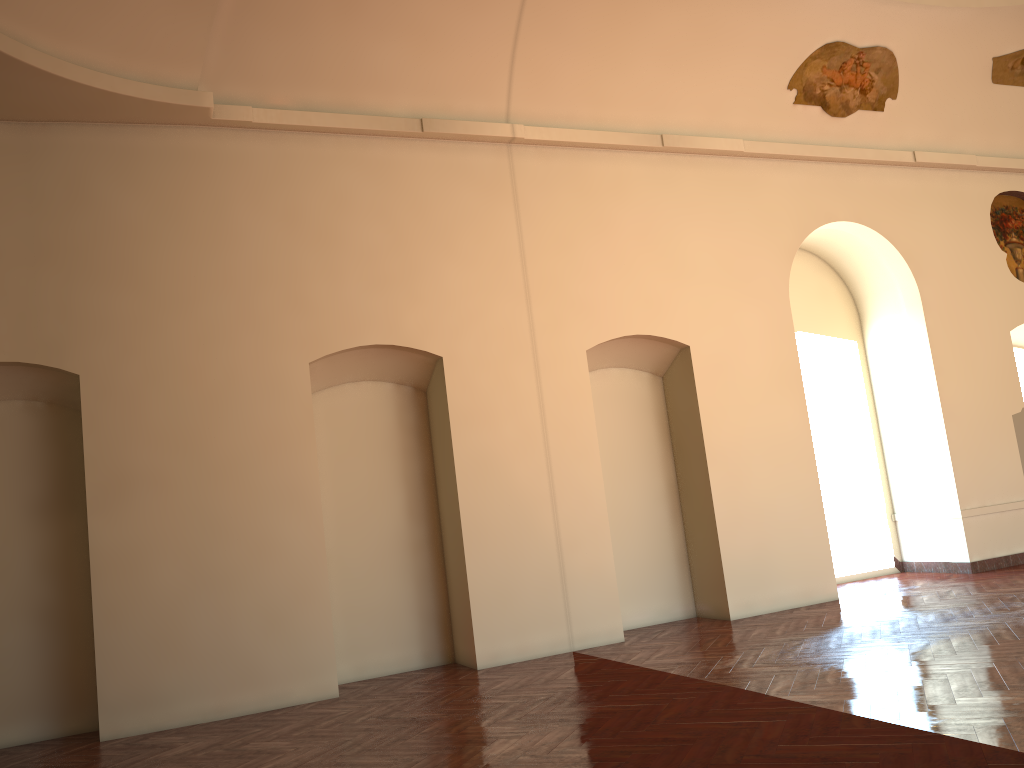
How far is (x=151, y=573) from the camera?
7.5m

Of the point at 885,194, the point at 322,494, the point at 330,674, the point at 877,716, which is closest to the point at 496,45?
the point at 322,494

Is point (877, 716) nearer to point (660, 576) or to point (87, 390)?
point (660, 576)

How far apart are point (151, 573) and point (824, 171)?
9.0m
